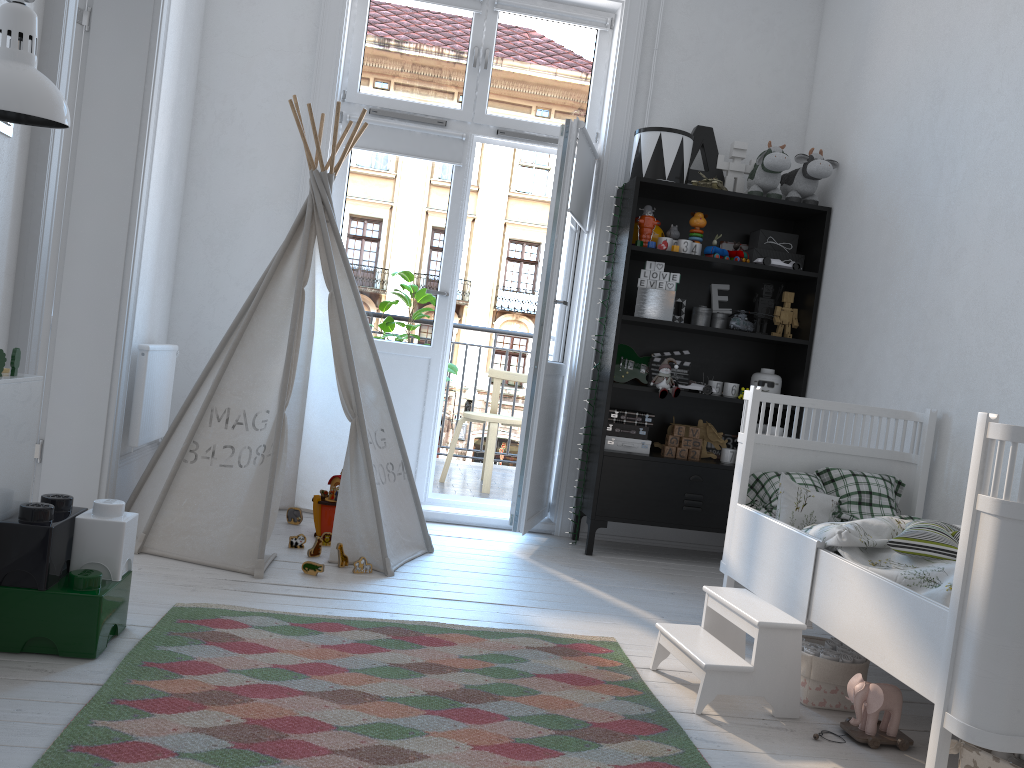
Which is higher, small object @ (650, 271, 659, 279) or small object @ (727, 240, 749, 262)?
small object @ (727, 240, 749, 262)

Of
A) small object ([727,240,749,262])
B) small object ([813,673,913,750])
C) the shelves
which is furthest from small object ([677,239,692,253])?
small object ([813,673,913,750])

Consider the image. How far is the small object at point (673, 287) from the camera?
3.9 meters

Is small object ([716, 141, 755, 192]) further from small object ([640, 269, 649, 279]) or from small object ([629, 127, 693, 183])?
small object ([640, 269, 649, 279])

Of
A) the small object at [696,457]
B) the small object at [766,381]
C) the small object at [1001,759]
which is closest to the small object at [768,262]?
the small object at [766,381]

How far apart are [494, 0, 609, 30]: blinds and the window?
0.0 meters

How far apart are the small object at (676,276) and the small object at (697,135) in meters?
0.6 m

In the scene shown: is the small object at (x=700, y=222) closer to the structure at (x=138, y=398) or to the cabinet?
the structure at (x=138, y=398)

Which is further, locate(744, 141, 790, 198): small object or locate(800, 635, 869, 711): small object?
locate(744, 141, 790, 198): small object

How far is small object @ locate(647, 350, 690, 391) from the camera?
4.2m
